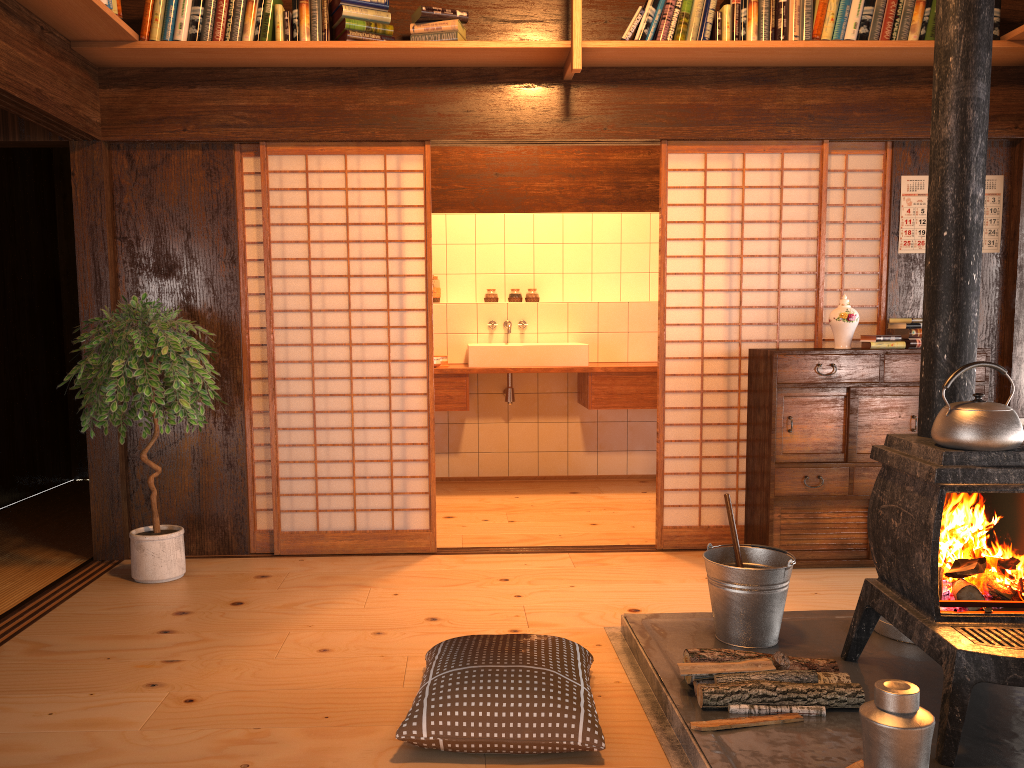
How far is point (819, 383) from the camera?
4.09m

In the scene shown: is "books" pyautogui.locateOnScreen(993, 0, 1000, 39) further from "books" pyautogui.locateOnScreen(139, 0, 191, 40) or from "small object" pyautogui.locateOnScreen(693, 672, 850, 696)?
"books" pyautogui.locateOnScreen(139, 0, 191, 40)

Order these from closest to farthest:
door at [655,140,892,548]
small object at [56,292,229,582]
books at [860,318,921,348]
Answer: small object at [56,292,229,582], books at [860,318,921,348], door at [655,140,892,548]

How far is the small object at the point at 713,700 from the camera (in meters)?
2.46

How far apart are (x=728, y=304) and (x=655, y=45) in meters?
2.7

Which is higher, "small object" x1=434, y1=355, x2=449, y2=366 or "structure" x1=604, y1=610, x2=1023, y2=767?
"small object" x1=434, y1=355, x2=449, y2=366

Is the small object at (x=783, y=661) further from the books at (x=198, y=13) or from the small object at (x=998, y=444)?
the books at (x=198, y=13)

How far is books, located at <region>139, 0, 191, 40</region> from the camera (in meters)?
3.87

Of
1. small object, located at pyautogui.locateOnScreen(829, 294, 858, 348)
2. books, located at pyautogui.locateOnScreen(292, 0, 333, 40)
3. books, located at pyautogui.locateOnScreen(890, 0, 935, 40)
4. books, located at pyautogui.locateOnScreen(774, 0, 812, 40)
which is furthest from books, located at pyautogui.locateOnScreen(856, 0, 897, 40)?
books, located at pyautogui.locateOnScreen(292, 0, 333, 40)

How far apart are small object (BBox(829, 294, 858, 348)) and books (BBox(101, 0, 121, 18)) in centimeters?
345cm
